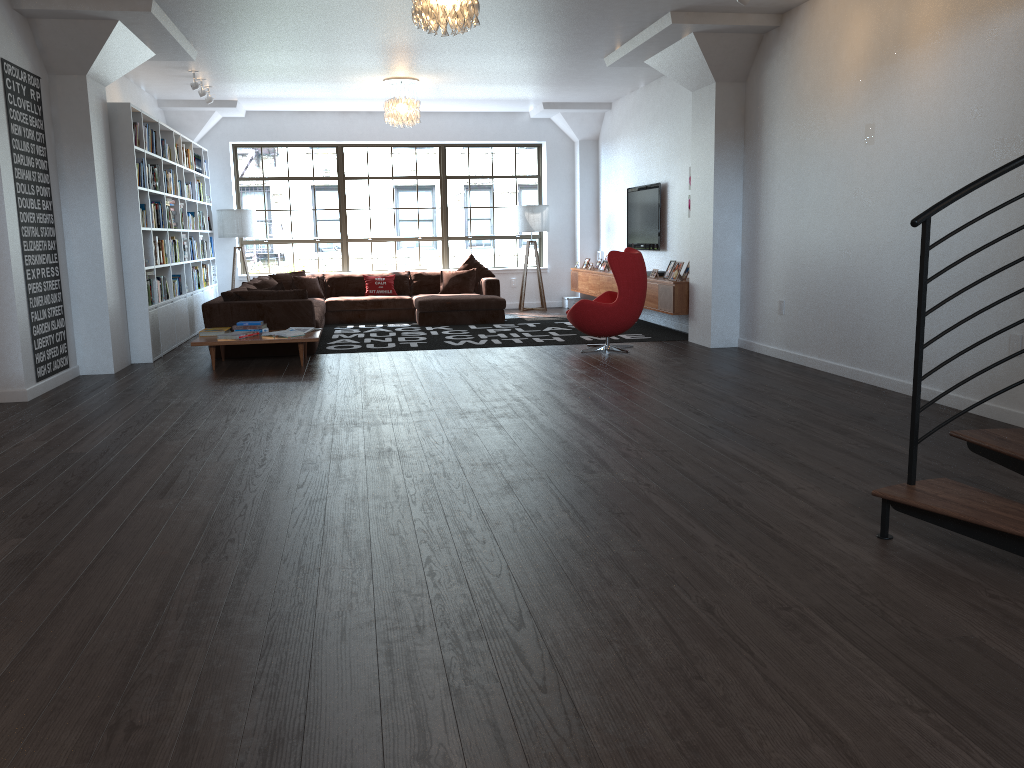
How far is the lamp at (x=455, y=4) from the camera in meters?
5.6

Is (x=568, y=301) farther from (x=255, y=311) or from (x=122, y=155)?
(x=122, y=155)

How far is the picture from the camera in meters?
6.7

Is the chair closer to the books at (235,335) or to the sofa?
the sofa

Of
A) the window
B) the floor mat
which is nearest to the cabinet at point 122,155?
the window

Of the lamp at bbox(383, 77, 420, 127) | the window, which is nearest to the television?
the window

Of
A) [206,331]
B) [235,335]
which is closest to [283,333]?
[235,335]

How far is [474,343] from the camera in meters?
9.5 m

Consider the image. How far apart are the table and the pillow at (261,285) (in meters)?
2.45

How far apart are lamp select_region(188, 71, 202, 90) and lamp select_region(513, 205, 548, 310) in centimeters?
502cm
